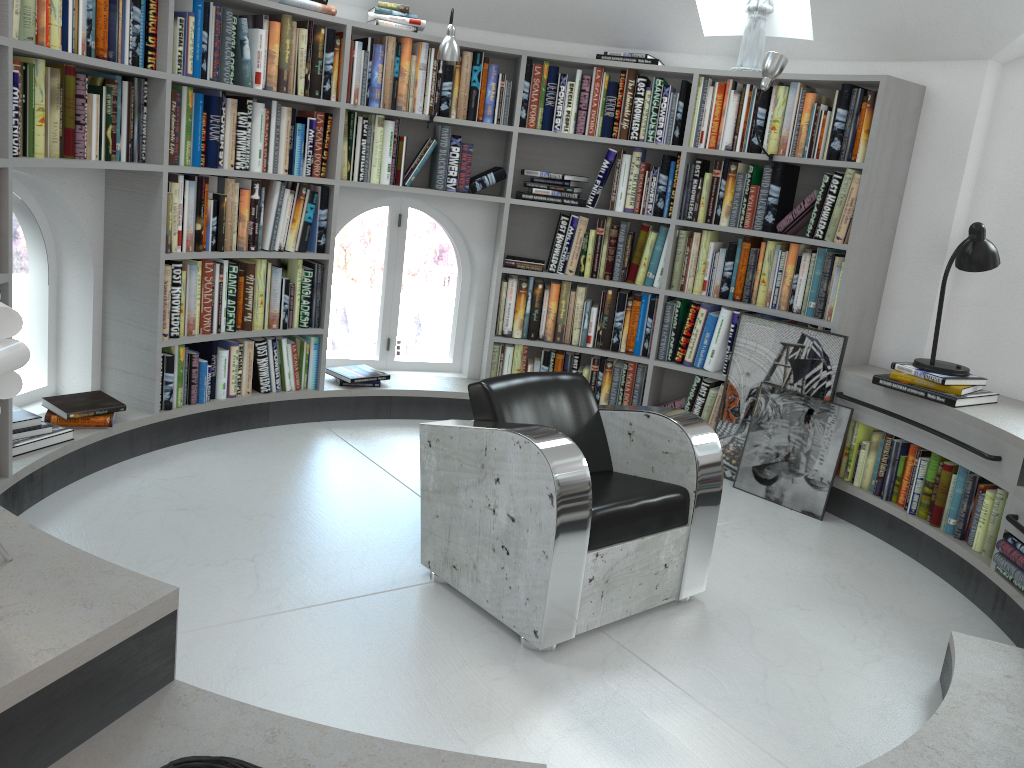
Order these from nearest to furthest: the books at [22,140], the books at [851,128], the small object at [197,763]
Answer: the small object at [197,763]
the books at [22,140]
the books at [851,128]

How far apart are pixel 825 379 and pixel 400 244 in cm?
247

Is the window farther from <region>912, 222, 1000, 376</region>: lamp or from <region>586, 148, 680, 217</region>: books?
<region>912, 222, 1000, 376</region>: lamp

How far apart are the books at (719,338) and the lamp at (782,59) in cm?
112

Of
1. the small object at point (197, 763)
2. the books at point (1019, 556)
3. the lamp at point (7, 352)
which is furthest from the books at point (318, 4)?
the small object at point (197, 763)

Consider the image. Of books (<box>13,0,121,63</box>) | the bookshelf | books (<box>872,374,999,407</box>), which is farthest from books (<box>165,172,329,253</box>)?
books (<box>872,374,999,407</box>)

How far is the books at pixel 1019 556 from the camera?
3.2 meters

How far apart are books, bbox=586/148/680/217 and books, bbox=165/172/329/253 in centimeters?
141cm

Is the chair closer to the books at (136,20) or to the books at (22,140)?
the books at (22,140)

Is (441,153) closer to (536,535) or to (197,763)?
(536,535)
